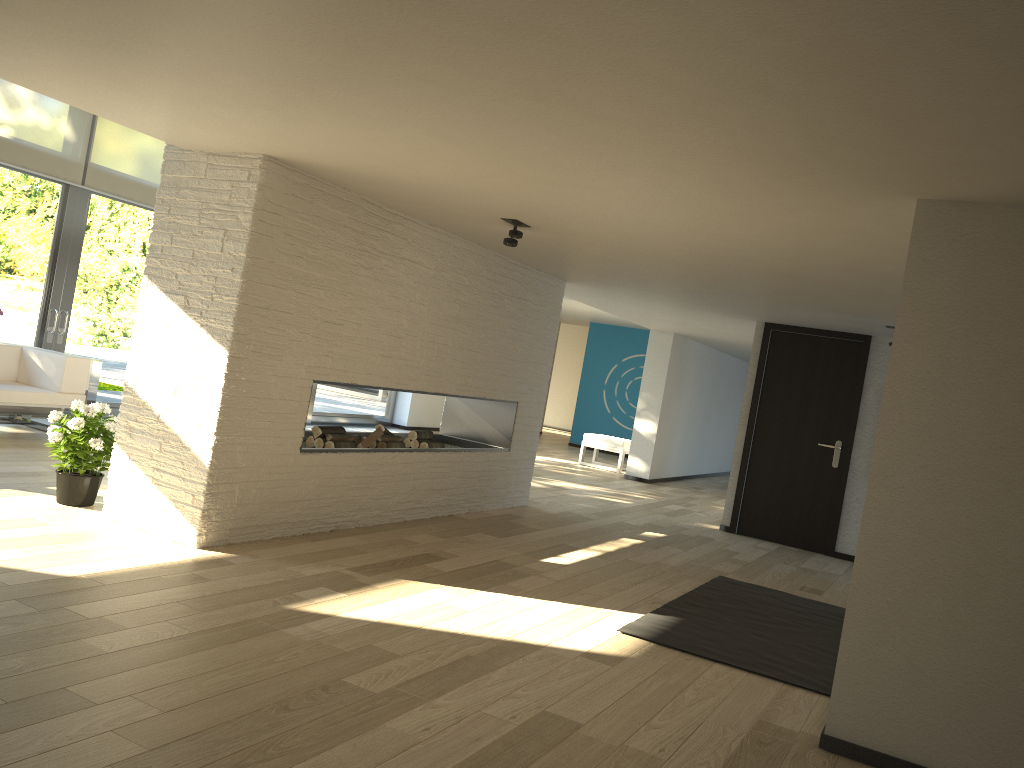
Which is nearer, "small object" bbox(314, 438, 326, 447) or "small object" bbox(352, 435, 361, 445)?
"small object" bbox(314, 438, 326, 447)

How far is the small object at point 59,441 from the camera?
4.70m

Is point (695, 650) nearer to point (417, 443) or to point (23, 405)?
point (417, 443)

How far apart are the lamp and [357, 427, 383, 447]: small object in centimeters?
181cm

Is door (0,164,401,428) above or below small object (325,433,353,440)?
above

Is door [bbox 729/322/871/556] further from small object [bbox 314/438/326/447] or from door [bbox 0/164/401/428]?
door [bbox 0/164/401/428]

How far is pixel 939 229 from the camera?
3.0 meters

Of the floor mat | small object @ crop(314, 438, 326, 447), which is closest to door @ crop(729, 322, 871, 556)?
the floor mat

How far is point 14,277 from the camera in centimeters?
754cm

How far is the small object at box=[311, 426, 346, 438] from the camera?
5.6m
